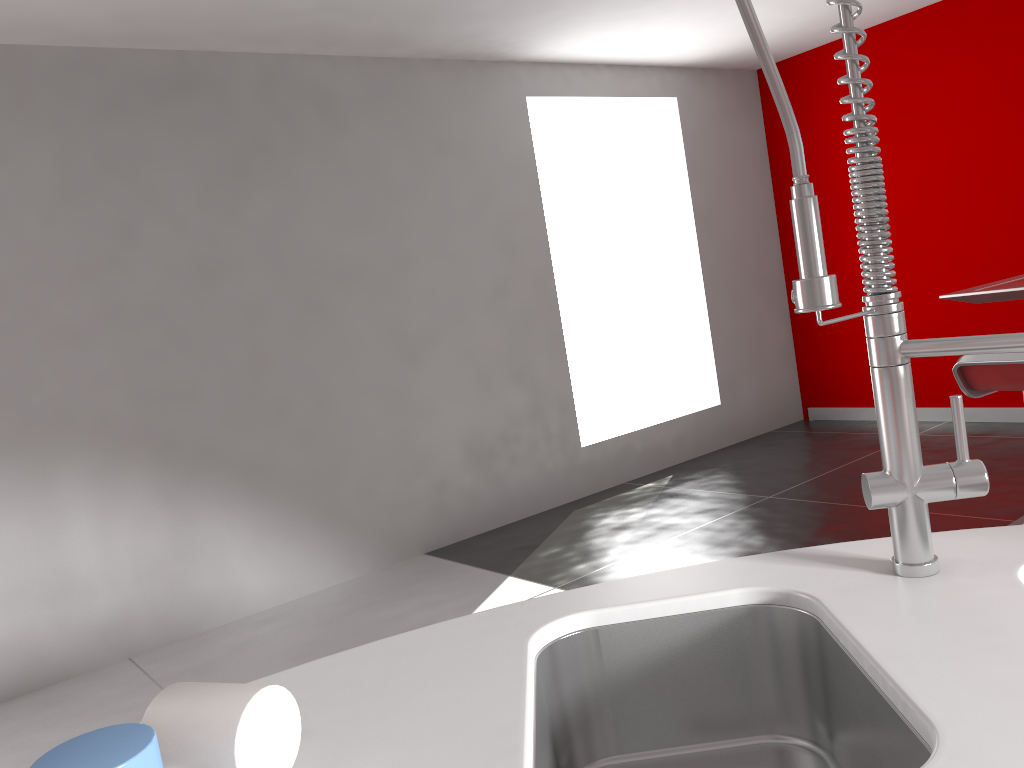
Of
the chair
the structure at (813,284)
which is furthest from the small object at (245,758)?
the chair

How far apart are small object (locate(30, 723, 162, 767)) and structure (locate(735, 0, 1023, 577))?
0.7m

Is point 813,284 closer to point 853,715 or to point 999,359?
point 853,715

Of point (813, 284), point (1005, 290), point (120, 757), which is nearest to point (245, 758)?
point (120, 757)

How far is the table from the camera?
3.2m

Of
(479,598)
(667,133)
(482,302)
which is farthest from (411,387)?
(667,133)

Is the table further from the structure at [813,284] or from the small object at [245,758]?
the small object at [245,758]

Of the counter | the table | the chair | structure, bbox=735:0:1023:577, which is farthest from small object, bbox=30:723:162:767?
the table

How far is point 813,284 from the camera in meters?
0.9 m

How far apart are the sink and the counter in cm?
1
